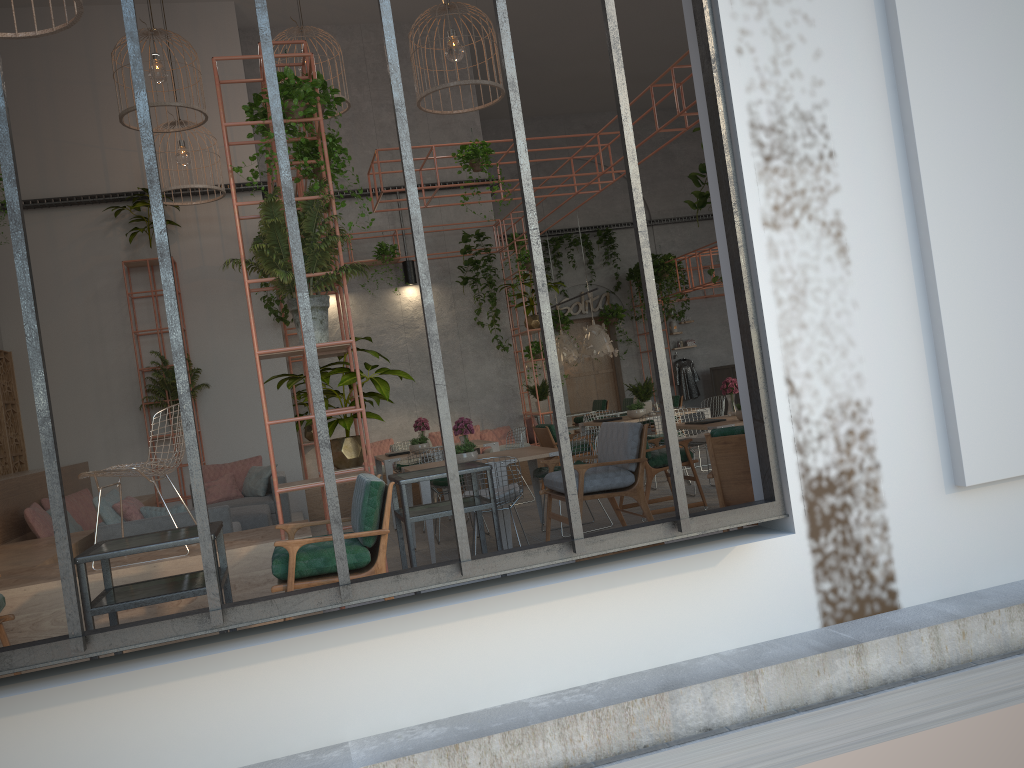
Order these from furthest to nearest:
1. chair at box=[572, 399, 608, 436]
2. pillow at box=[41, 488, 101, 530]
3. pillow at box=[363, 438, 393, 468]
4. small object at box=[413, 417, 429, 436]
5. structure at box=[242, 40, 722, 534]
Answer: chair at box=[572, 399, 608, 436] < pillow at box=[363, 438, 393, 468] < small object at box=[413, 417, 429, 436] < pillow at box=[41, 488, 101, 530] < structure at box=[242, 40, 722, 534]

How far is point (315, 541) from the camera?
4.3m

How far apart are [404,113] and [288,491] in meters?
2.9

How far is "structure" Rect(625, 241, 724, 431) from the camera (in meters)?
18.17

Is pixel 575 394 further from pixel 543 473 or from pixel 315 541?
pixel 315 541

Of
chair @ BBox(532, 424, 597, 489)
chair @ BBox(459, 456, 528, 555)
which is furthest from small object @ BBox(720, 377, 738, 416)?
chair @ BBox(459, 456, 528, 555)

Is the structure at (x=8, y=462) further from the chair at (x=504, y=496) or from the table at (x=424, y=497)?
the chair at (x=504, y=496)

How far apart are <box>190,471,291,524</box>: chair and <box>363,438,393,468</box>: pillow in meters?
2.6 m

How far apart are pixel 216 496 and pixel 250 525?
1.8m

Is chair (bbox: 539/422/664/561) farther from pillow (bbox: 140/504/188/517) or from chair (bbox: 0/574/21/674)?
chair (bbox: 0/574/21/674)
